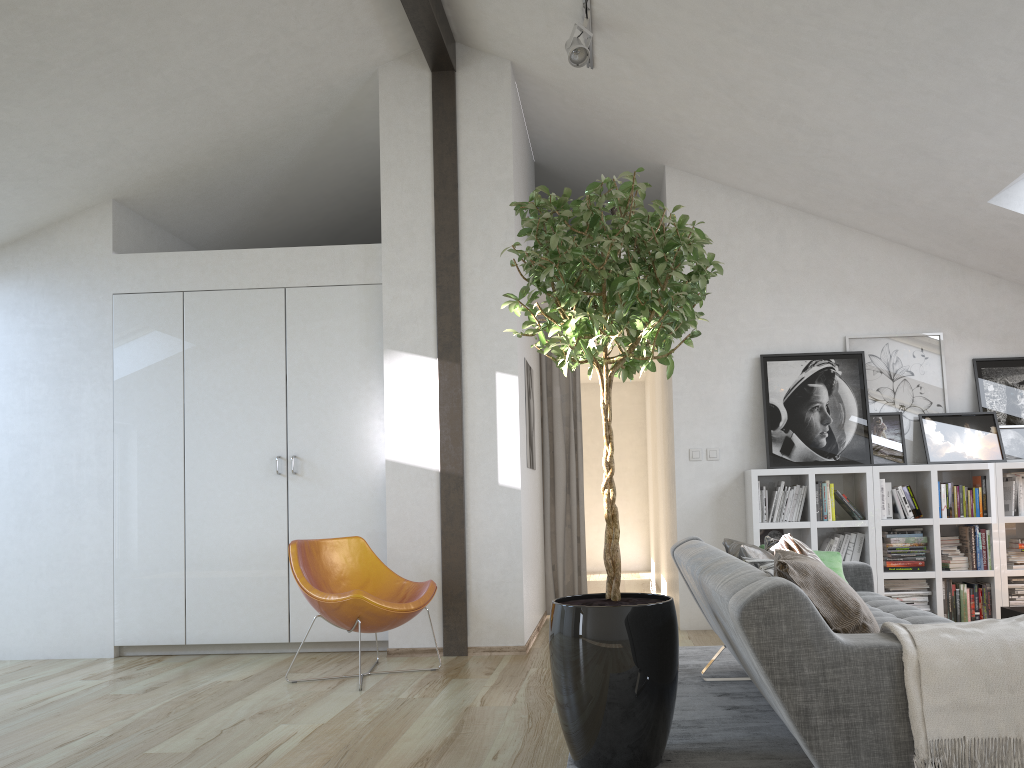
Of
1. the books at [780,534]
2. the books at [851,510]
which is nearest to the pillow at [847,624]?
the books at [851,510]

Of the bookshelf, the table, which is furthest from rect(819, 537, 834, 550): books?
the table

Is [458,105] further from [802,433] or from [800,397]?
[802,433]

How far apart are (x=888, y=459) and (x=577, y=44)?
3.2m

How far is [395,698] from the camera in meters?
4.1

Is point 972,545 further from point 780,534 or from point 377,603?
point 377,603

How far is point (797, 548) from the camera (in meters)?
3.45

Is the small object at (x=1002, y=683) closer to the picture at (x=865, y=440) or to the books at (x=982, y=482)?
the picture at (x=865, y=440)

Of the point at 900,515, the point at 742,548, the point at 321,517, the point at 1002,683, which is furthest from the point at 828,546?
the point at 1002,683

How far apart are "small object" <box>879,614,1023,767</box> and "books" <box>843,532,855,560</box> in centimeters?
358cm
